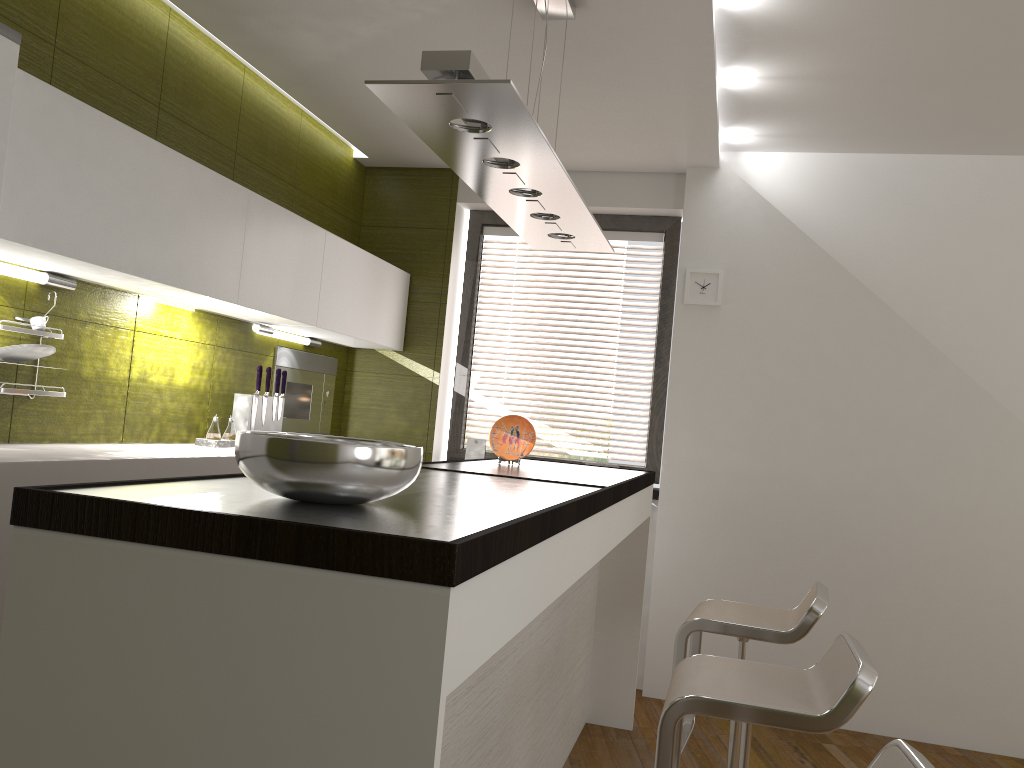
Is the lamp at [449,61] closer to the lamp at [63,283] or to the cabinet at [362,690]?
the cabinet at [362,690]

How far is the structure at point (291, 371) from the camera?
4.4 meters

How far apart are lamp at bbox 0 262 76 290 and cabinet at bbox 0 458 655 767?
1.3m

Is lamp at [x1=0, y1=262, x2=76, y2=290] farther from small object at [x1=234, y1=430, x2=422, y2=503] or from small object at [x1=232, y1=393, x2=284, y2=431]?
small object at [x1=234, y1=430, x2=422, y2=503]

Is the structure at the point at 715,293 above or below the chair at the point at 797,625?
above

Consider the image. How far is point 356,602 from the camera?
1.1 meters

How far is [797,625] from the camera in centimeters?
266cm

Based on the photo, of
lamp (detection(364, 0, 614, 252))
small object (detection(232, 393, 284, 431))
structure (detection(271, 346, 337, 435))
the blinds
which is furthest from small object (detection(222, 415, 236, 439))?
the blinds

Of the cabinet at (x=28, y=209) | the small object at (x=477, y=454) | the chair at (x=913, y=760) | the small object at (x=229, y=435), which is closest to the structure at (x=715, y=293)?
the small object at (x=477, y=454)

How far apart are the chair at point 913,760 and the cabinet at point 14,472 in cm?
195
